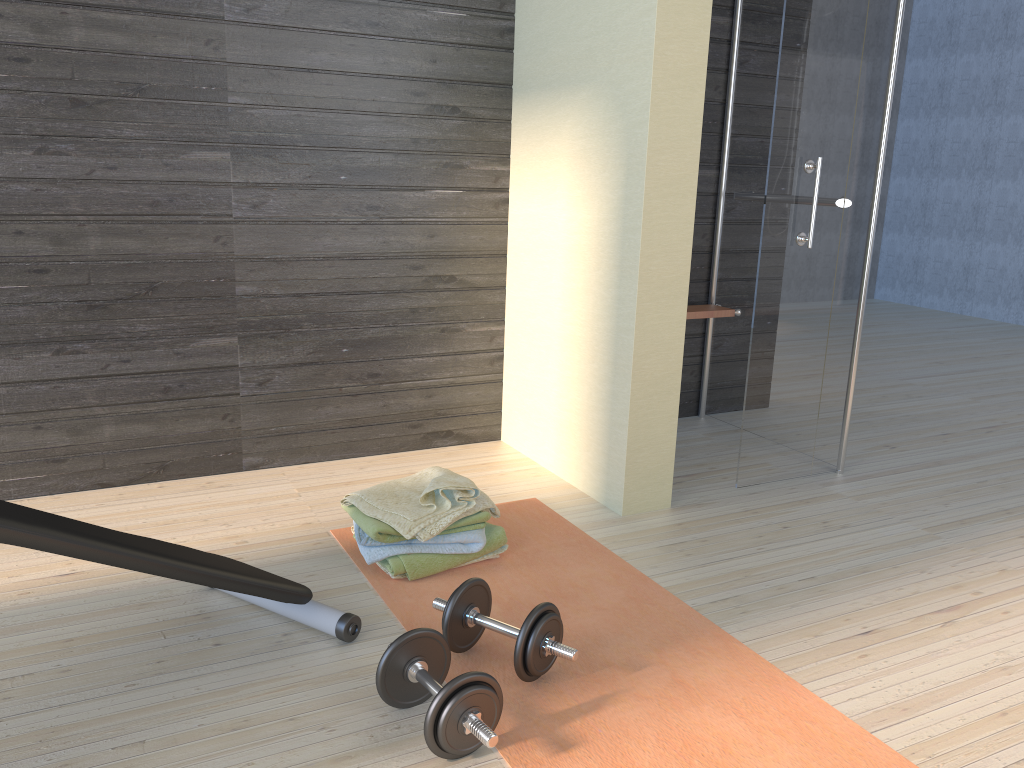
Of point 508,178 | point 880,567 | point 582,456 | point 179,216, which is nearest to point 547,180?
point 508,178

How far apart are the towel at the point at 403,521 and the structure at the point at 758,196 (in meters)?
1.82

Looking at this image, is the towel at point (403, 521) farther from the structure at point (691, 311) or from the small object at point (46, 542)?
the structure at point (691, 311)

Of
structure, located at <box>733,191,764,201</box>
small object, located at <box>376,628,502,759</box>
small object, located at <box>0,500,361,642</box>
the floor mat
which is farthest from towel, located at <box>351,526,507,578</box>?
structure, located at <box>733,191,764,201</box>

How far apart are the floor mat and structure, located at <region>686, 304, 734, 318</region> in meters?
1.2 m

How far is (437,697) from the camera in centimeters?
164cm

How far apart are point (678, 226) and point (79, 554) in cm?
192

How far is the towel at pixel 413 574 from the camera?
2.38m

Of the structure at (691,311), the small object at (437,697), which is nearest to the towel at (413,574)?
the small object at (437,697)

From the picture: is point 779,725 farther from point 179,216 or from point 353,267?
point 179,216
